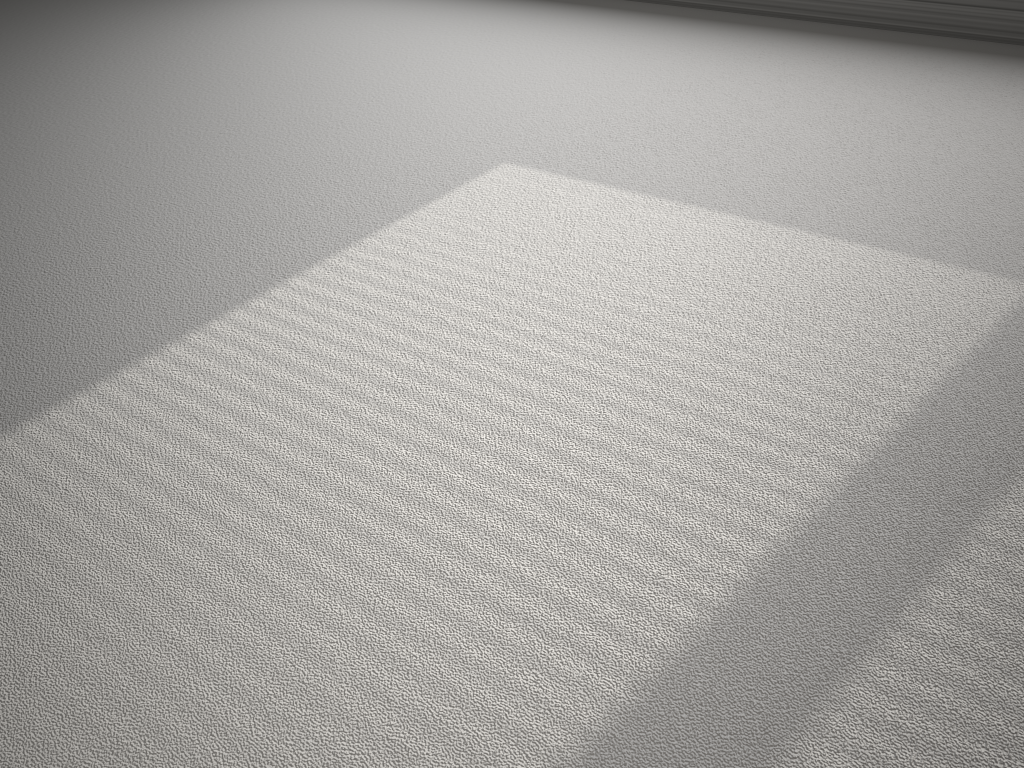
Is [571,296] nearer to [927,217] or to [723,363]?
[723,363]

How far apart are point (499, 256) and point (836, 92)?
1.1 meters
